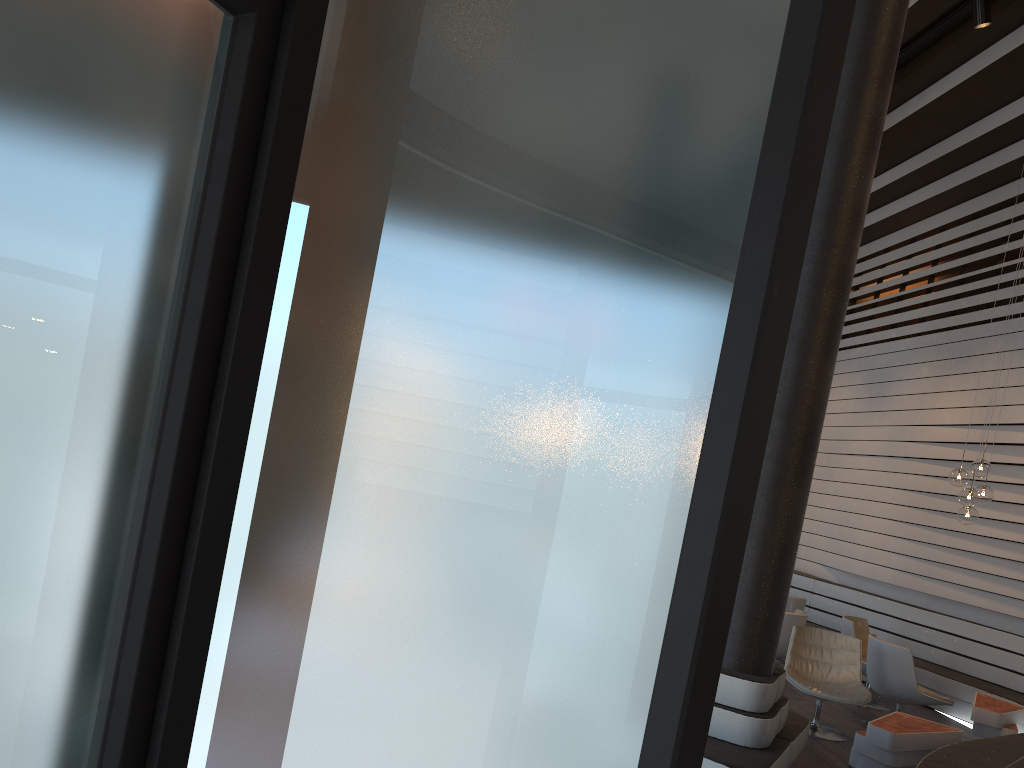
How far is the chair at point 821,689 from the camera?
6.64m

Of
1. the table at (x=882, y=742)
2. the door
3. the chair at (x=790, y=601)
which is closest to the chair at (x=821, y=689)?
the table at (x=882, y=742)

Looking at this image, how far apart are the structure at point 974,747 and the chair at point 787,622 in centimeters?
152cm

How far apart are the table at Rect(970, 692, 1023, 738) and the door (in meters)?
7.90

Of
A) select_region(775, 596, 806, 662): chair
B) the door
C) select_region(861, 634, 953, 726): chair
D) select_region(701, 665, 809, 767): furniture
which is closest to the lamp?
select_region(861, 634, 953, 726): chair

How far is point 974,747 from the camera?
5.7 meters

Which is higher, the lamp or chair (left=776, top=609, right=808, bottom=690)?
the lamp

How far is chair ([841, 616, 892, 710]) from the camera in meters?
8.3 m

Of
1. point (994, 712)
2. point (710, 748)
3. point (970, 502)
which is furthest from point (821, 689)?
point (710, 748)

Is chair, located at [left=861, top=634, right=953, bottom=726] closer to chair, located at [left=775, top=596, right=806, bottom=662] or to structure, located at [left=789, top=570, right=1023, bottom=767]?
structure, located at [left=789, top=570, right=1023, bottom=767]
